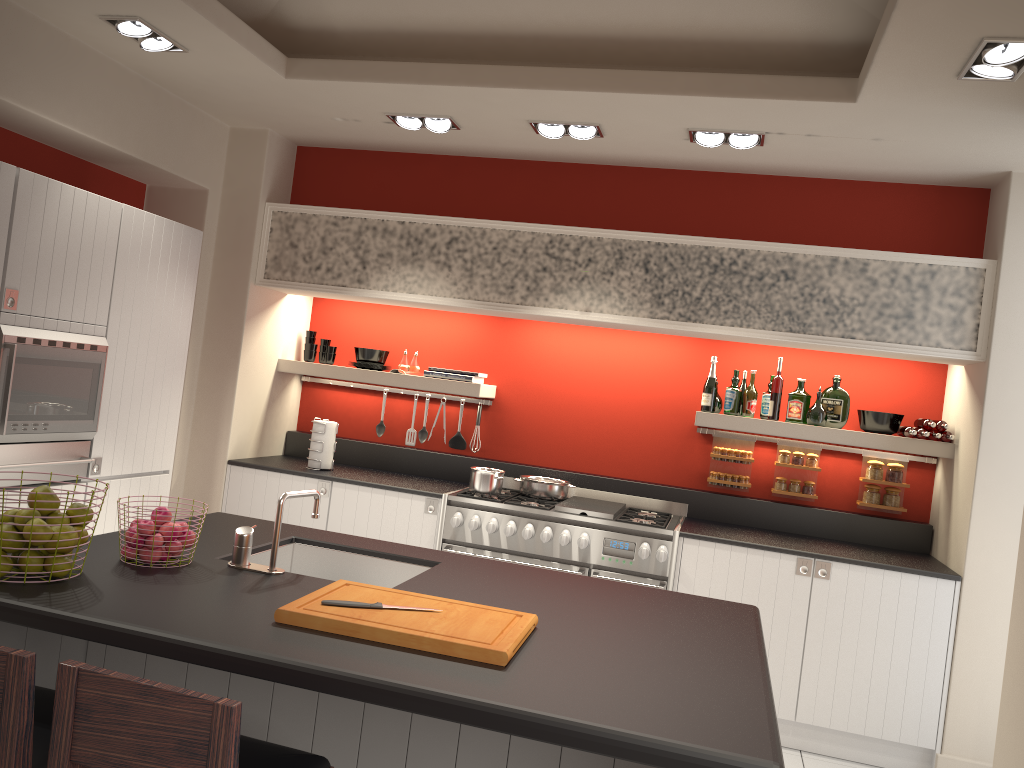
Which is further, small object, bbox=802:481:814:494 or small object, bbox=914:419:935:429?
small object, bbox=802:481:814:494

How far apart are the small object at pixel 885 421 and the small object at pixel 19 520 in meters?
4.3 m

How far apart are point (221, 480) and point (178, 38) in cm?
252

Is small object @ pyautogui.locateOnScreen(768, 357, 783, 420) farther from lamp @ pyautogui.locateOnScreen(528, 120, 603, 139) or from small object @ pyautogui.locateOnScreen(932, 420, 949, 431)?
lamp @ pyautogui.locateOnScreen(528, 120, 603, 139)

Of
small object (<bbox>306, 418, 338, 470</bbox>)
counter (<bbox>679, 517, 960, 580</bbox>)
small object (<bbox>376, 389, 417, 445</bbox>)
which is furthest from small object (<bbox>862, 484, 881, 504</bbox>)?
small object (<bbox>306, 418, 338, 470</bbox>)

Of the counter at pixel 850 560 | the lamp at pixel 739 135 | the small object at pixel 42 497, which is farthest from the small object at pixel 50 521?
the lamp at pixel 739 135

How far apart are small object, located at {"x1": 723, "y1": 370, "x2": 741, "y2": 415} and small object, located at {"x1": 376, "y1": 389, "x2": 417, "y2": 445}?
2.25m

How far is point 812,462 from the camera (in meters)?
5.16

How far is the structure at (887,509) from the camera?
5.0 meters

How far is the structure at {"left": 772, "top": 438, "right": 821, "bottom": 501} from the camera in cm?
524
